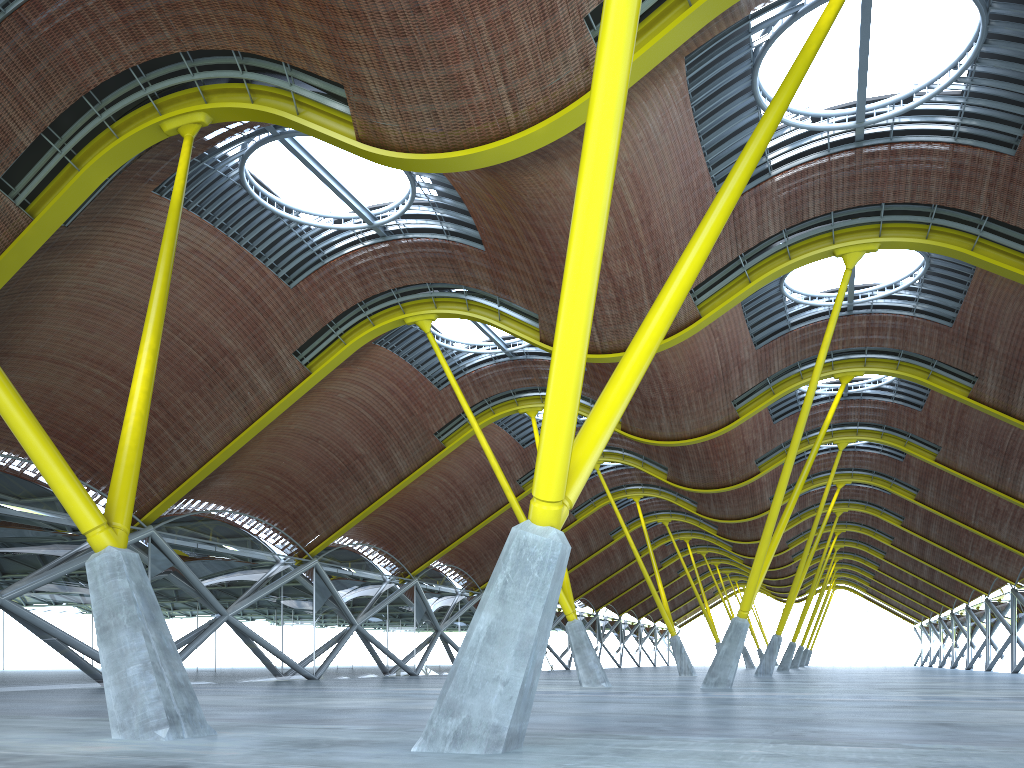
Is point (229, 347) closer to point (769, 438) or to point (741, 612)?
point (741, 612)
